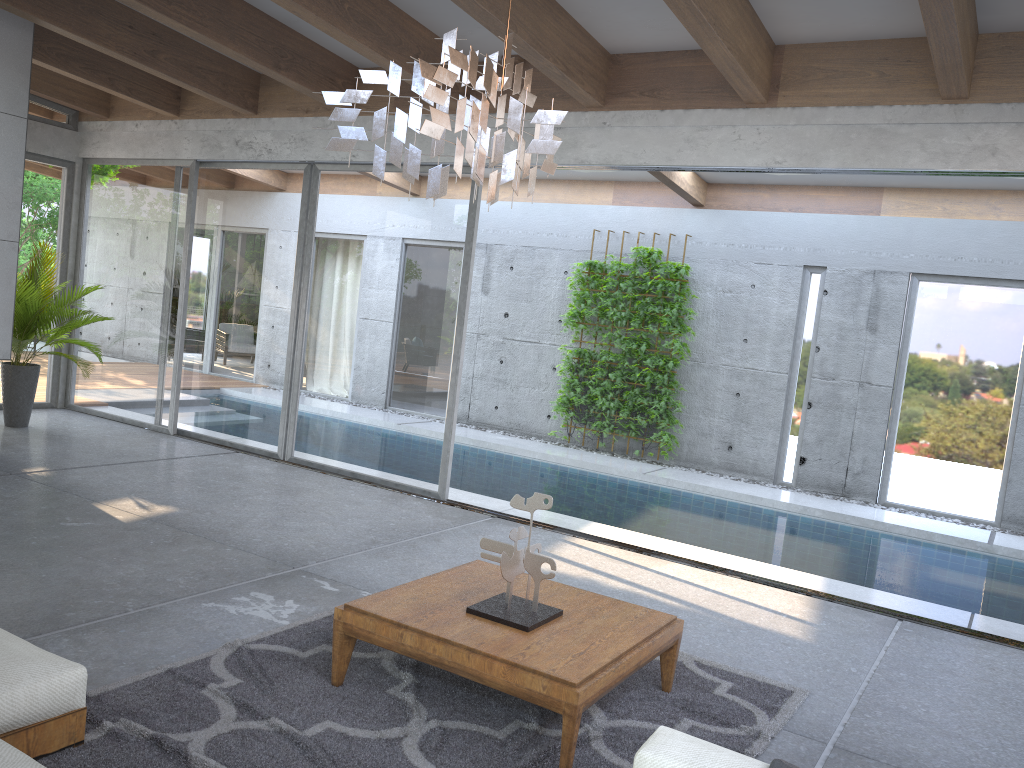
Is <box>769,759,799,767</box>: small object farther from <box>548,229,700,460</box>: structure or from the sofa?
<box>548,229,700,460</box>: structure

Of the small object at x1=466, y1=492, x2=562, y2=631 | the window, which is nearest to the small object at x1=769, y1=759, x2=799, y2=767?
the small object at x1=466, y1=492, x2=562, y2=631

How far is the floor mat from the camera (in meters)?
3.04

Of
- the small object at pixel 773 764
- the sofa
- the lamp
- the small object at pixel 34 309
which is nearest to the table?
the sofa

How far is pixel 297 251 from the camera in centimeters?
812cm

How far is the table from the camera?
3.1m

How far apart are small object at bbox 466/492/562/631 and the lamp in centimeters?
131cm

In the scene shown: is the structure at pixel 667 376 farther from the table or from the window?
the table

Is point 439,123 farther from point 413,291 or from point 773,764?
point 413,291

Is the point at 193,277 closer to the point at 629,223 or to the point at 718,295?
the point at 629,223
